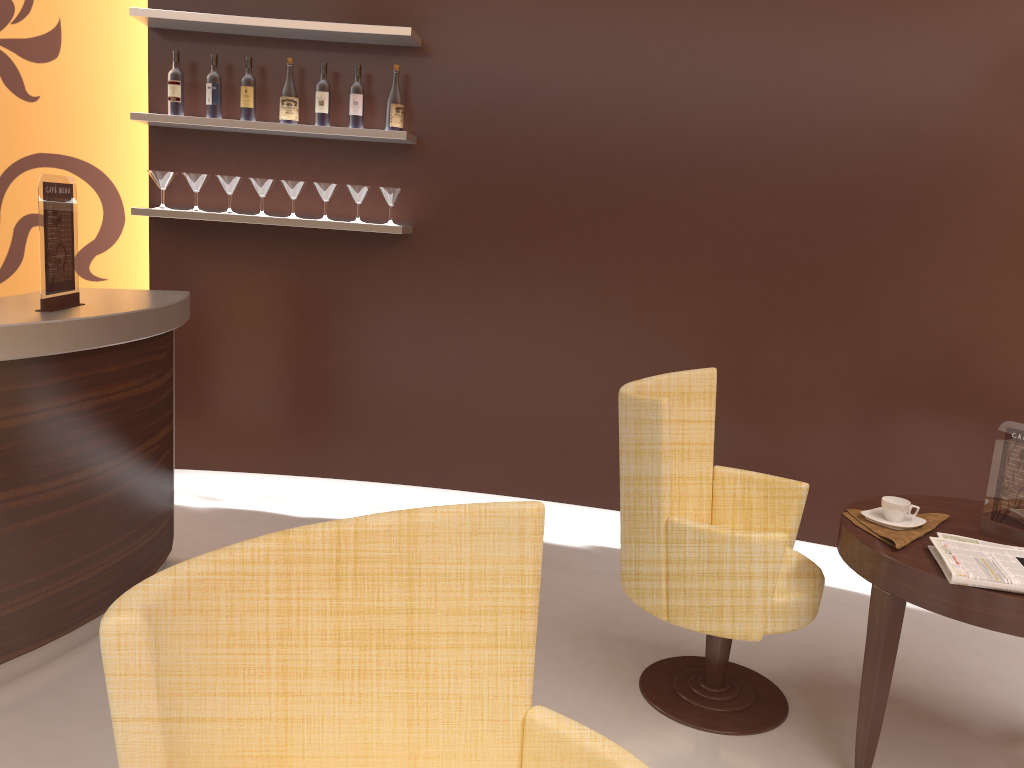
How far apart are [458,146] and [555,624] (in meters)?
2.27

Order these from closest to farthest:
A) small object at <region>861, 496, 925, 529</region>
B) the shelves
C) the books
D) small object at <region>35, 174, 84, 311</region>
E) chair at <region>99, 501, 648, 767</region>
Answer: chair at <region>99, 501, 648, 767</region>
the books
small object at <region>861, 496, 925, 529</region>
small object at <region>35, 174, 84, 311</region>
the shelves

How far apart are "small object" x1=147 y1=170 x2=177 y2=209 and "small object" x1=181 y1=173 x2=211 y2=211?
0.08m

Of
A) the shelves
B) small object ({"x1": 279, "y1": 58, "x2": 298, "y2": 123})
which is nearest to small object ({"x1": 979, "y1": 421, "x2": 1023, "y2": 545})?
the shelves

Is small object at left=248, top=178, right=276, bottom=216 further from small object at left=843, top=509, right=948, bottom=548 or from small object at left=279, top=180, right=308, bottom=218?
small object at left=843, top=509, right=948, bottom=548

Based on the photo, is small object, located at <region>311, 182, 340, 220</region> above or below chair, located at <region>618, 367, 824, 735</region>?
above

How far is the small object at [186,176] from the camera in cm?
412

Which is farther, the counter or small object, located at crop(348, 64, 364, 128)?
small object, located at crop(348, 64, 364, 128)

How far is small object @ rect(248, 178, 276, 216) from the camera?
4.1m

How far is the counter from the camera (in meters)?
2.57
